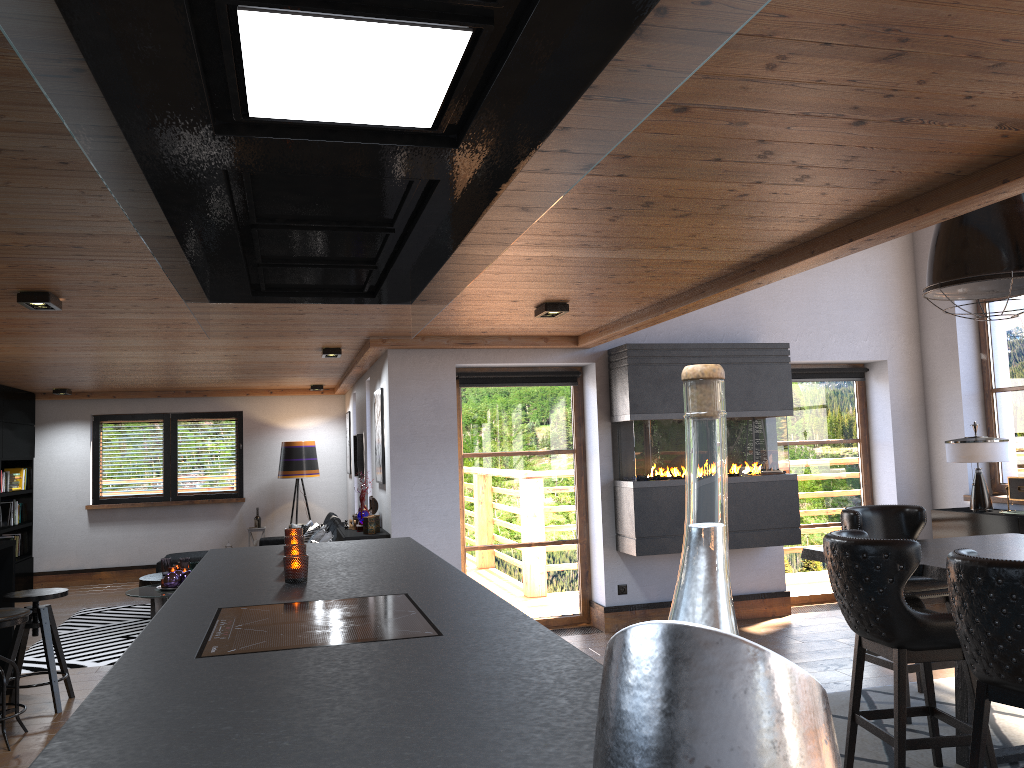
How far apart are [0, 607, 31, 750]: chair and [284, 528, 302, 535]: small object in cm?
211

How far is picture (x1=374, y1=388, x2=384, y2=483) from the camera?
7.3 meters

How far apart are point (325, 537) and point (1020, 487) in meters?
6.0 m

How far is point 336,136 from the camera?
1.55m

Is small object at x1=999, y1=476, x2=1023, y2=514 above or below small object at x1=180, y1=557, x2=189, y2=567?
above

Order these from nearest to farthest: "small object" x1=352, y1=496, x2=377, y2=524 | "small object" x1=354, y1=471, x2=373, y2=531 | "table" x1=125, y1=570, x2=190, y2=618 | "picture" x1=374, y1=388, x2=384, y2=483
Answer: "small object" x1=354, y1=471, x2=373, y2=531, "picture" x1=374, y1=388, x2=384, y2=483, "small object" x1=352, y1=496, x2=377, y2=524, "table" x1=125, y1=570, x2=190, y2=618

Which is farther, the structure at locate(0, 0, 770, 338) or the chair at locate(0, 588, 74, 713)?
the chair at locate(0, 588, 74, 713)

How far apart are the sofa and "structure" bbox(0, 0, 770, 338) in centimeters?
592cm

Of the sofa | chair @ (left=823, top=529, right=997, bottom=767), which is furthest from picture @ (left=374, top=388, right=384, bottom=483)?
chair @ (left=823, top=529, right=997, bottom=767)

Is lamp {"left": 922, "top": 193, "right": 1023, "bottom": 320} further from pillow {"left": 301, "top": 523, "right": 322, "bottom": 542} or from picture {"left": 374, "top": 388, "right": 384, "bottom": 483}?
pillow {"left": 301, "top": 523, "right": 322, "bottom": 542}
